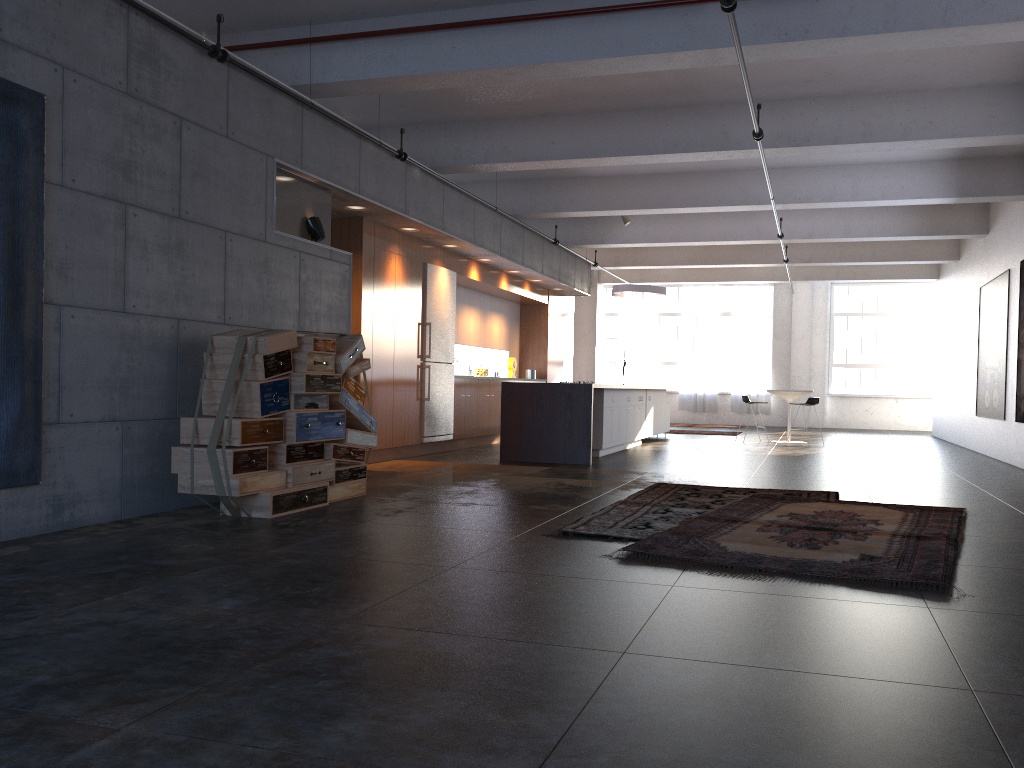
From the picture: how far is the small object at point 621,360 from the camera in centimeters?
2180cm

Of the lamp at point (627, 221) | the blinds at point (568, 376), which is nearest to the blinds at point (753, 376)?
the blinds at point (568, 376)

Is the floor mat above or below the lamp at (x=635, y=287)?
below

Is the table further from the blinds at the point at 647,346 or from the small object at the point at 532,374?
the blinds at the point at 647,346

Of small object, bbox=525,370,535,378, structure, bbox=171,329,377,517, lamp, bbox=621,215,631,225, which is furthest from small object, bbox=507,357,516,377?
structure, bbox=171,329,377,517

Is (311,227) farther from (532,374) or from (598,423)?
(532,374)

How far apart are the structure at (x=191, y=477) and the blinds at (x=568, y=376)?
17.37m

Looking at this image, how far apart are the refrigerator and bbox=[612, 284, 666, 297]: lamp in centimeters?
481cm

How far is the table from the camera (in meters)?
15.53

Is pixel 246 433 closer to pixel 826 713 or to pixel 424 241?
pixel 826 713
